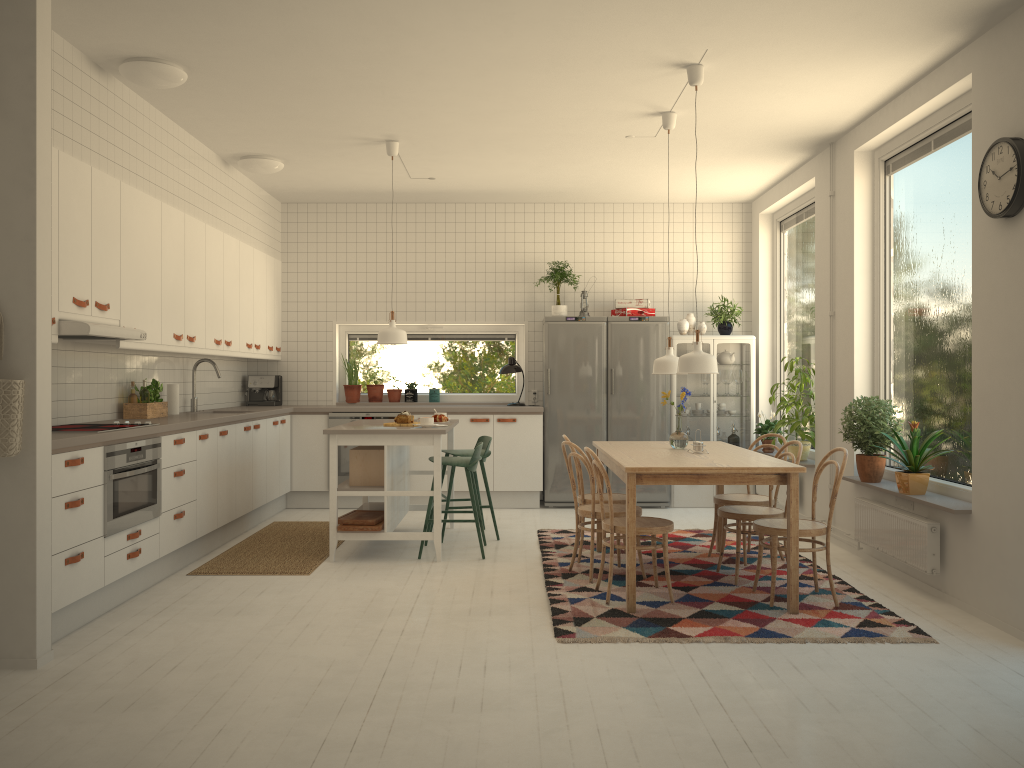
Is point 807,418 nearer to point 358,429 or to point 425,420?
point 425,420

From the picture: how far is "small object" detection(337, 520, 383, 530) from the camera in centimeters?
573cm

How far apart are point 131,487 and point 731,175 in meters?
5.3

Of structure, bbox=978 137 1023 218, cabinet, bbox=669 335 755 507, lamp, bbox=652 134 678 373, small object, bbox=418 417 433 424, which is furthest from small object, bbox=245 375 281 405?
structure, bbox=978 137 1023 218

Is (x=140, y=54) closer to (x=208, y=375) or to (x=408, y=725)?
(x=208, y=375)

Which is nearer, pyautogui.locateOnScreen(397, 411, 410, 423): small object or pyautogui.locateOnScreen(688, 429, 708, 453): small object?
pyautogui.locateOnScreen(688, 429, 708, 453): small object

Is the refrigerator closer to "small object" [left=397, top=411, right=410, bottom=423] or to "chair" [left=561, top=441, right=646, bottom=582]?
"small object" [left=397, top=411, right=410, bottom=423]

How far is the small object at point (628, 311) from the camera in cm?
815

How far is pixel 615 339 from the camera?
8.10m

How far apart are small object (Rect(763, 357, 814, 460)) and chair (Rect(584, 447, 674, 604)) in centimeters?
240cm
